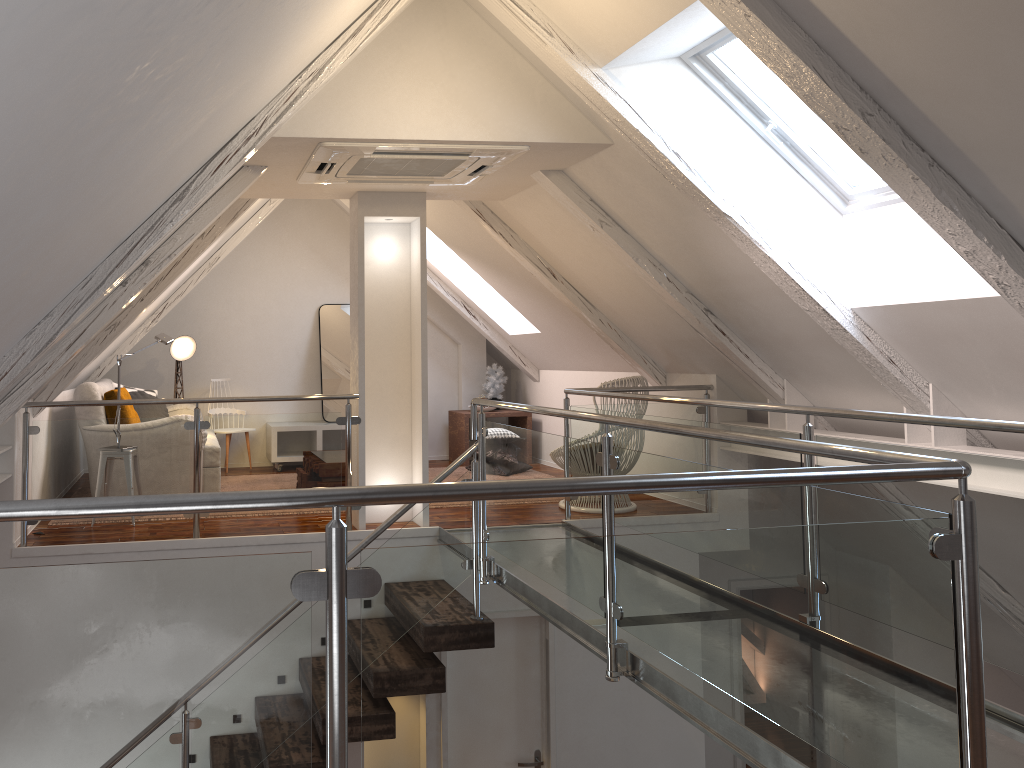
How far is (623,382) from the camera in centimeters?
522cm

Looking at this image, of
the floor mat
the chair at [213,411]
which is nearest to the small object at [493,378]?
the floor mat

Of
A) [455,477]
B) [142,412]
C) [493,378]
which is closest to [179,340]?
[142,412]

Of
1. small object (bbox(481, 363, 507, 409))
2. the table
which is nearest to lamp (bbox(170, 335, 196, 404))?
the table

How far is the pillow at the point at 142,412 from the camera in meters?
6.0 m

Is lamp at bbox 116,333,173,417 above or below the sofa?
above

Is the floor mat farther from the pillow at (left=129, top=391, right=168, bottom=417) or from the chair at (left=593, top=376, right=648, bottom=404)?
the pillow at (left=129, top=391, right=168, bottom=417)

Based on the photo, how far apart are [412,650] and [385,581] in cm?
12

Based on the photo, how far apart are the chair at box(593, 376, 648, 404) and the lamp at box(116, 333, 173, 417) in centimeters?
261cm

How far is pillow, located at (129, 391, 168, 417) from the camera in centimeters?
601cm
